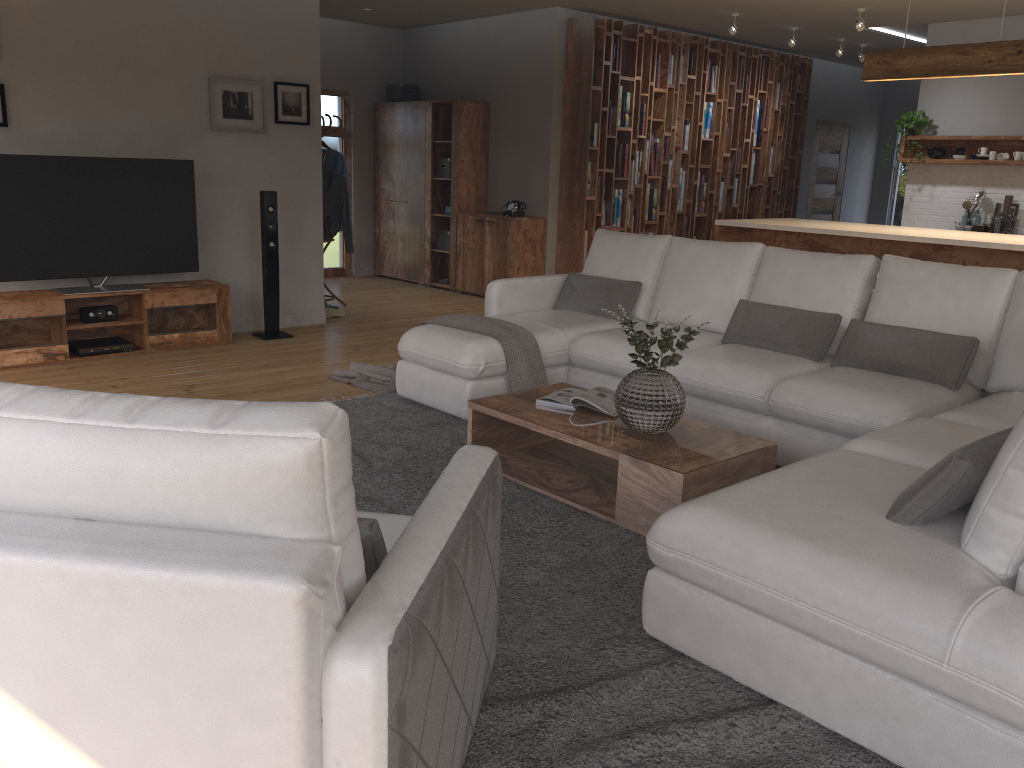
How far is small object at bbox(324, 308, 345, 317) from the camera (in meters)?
7.62

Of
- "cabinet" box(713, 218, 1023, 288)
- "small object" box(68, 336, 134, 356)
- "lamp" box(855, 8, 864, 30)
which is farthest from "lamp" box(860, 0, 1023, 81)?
"small object" box(68, 336, 134, 356)

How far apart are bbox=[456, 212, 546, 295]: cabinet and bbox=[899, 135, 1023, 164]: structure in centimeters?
357cm

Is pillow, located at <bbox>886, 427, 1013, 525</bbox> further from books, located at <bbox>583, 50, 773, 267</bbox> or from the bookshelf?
books, located at <bbox>583, 50, 773, 267</bbox>

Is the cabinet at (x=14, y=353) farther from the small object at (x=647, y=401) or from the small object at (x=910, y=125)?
the small object at (x=910, y=125)

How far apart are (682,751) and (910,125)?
8.0m

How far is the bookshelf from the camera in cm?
850

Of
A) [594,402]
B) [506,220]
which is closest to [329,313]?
[506,220]

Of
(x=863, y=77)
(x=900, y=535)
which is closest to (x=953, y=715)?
(x=900, y=535)

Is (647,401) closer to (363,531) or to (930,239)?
(363,531)
